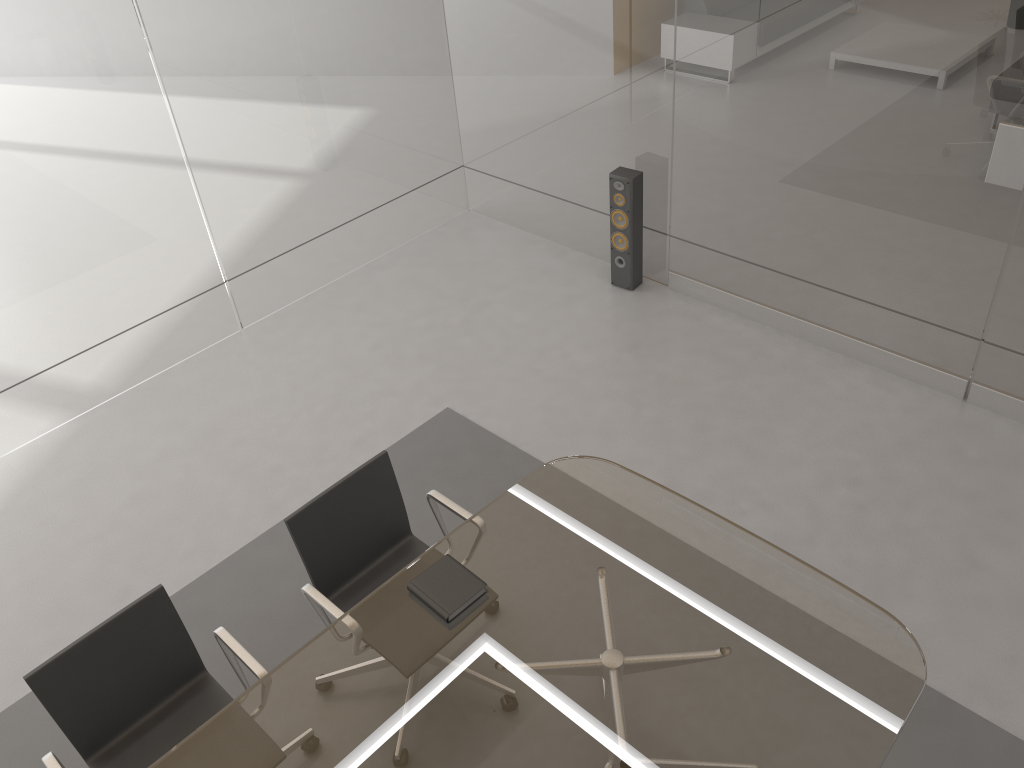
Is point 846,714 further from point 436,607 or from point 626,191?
point 626,191

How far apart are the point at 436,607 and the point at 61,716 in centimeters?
110cm

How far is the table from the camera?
2.2 meters

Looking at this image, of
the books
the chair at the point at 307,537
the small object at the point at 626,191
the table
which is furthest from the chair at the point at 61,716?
the small object at the point at 626,191

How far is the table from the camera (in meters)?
2.21

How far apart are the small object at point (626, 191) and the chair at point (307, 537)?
2.4m

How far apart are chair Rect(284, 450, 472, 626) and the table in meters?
0.1 m

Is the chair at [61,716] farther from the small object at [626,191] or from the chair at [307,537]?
the small object at [626,191]

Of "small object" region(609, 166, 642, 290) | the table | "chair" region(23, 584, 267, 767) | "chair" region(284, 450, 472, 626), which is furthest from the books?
"small object" region(609, 166, 642, 290)

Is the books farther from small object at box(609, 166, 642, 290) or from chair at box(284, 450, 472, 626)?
small object at box(609, 166, 642, 290)
